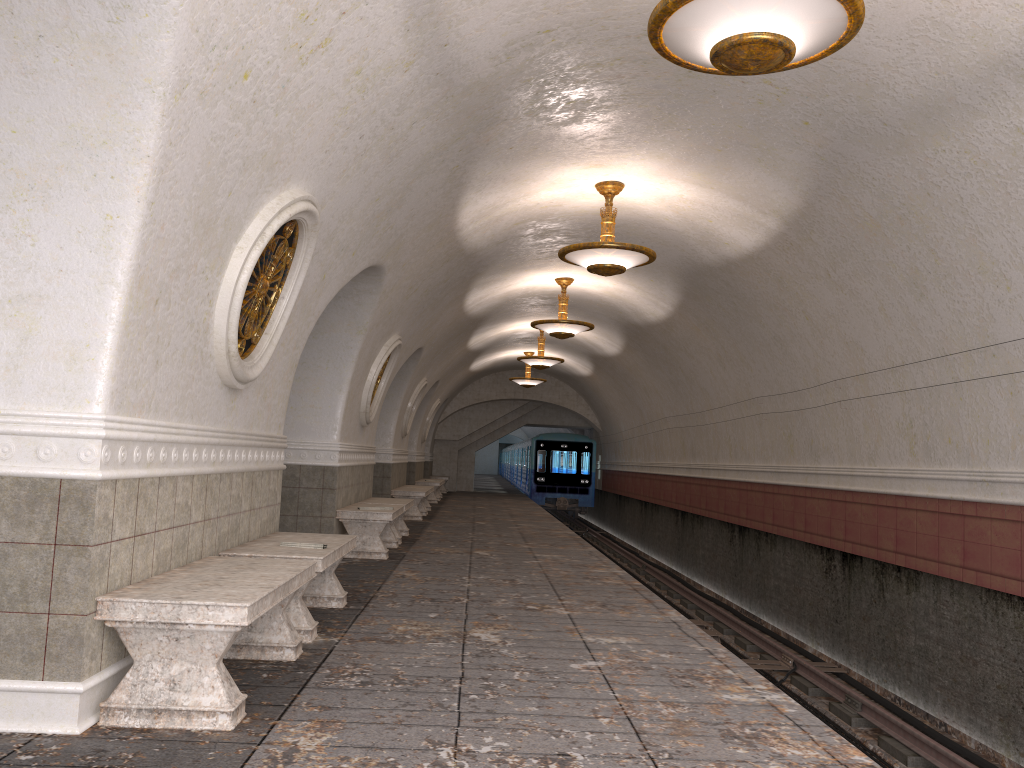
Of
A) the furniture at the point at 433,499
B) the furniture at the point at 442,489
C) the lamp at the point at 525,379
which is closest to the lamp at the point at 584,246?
the furniture at the point at 433,499

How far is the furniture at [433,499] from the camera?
21.45m

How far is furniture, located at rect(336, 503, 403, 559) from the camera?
→ 9.5 meters

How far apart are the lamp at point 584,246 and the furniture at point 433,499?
12.96m

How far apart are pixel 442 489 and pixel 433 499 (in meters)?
6.32

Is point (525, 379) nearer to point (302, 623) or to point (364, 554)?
point (364, 554)

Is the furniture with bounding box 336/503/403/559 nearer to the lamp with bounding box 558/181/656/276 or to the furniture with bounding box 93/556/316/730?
the lamp with bounding box 558/181/656/276

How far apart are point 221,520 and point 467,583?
3.2m

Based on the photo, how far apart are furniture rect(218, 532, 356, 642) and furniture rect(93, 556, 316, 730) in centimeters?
26cm

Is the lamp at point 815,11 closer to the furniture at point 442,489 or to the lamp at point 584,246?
the lamp at point 584,246
